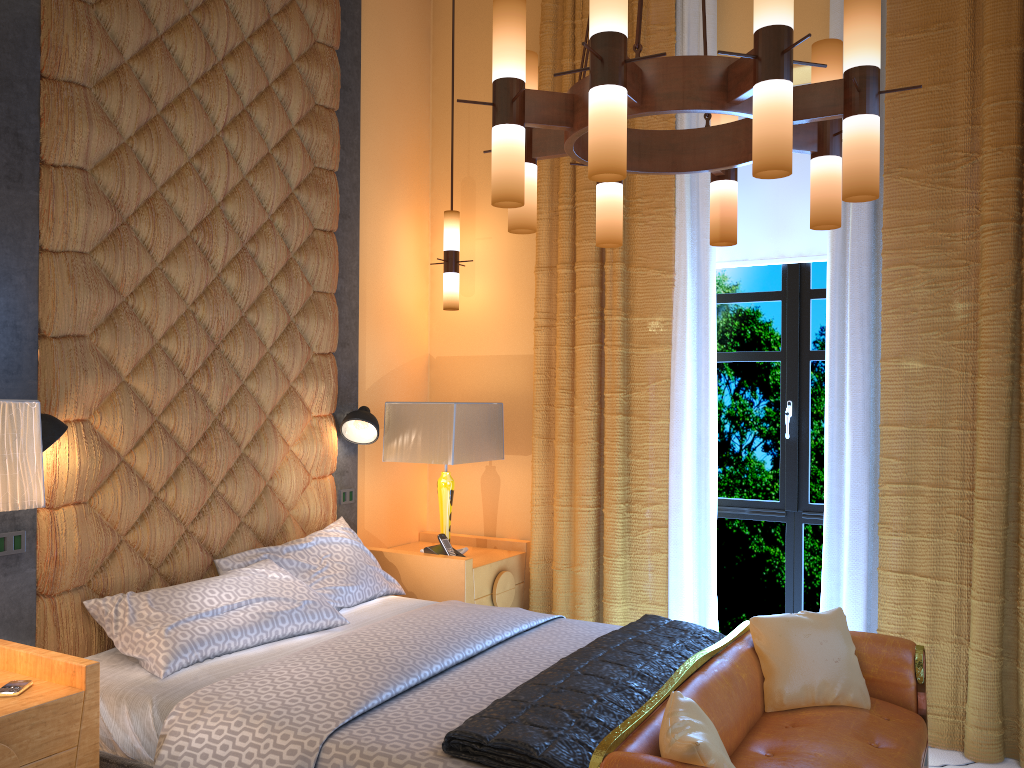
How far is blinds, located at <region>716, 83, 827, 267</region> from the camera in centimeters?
433cm

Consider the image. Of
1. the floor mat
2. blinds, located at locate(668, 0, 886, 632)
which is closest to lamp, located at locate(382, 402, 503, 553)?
blinds, located at locate(668, 0, 886, 632)

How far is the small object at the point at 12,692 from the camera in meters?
2.4 m

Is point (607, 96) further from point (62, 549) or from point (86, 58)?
point (62, 549)

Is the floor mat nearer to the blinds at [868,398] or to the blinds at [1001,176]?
the blinds at [1001,176]

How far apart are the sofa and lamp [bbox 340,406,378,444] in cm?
193

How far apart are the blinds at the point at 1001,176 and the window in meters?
0.4

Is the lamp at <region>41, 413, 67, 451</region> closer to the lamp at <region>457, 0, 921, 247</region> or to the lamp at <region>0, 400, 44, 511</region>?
the lamp at <region>0, 400, 44, 511</region>

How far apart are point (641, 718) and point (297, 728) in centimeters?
93cm

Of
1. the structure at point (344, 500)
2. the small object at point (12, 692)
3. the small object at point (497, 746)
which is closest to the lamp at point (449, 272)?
Result: the structure at point (344, 500)
